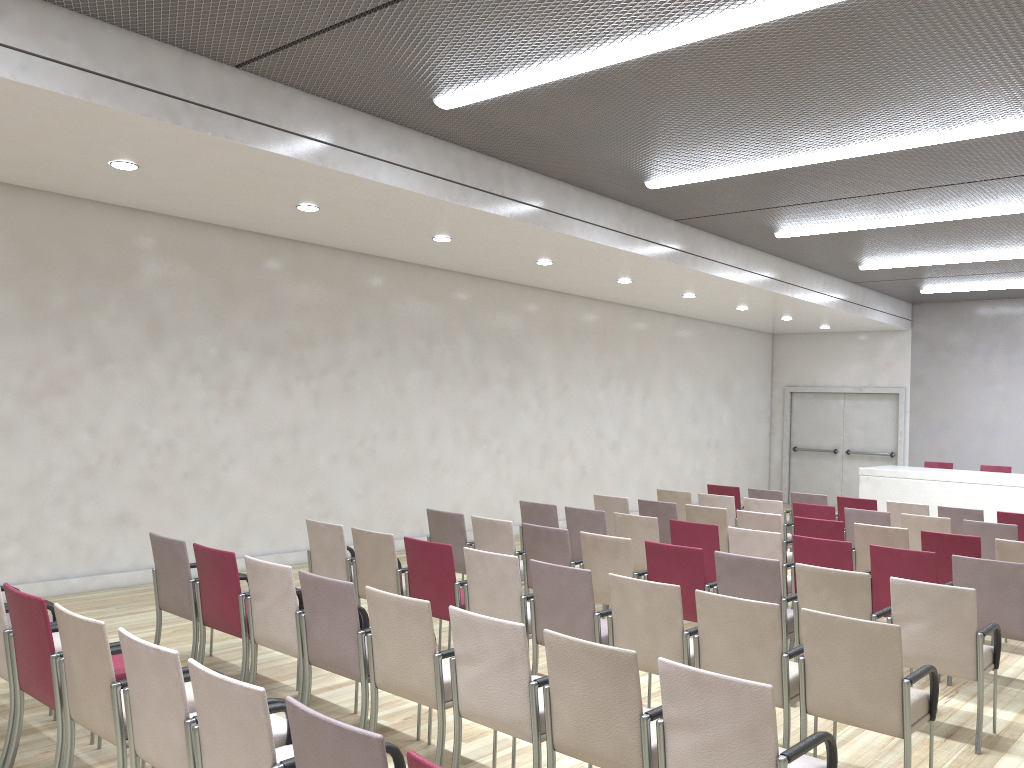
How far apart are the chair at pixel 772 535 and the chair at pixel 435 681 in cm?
329

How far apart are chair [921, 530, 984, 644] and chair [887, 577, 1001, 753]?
2.1 meters

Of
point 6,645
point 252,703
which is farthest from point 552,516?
point 252,703

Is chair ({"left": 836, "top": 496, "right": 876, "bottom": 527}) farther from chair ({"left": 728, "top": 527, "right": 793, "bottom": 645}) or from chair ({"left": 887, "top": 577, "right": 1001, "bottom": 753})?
chair ({"left": 887, "top": 577, "right": 1001, "bottom": 753})

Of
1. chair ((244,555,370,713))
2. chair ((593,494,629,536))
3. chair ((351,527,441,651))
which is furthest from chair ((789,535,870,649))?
chair ((244,555,370,713))

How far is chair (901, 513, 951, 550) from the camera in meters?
8.3

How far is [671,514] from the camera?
8.8m

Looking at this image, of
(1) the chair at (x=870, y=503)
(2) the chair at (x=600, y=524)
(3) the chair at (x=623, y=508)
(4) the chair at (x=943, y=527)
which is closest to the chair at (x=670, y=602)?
(2) the chair at (x=600, y=524)

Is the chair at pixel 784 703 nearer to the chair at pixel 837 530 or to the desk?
the chair at pixel 837 530

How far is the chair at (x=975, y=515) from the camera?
9.2 meters
